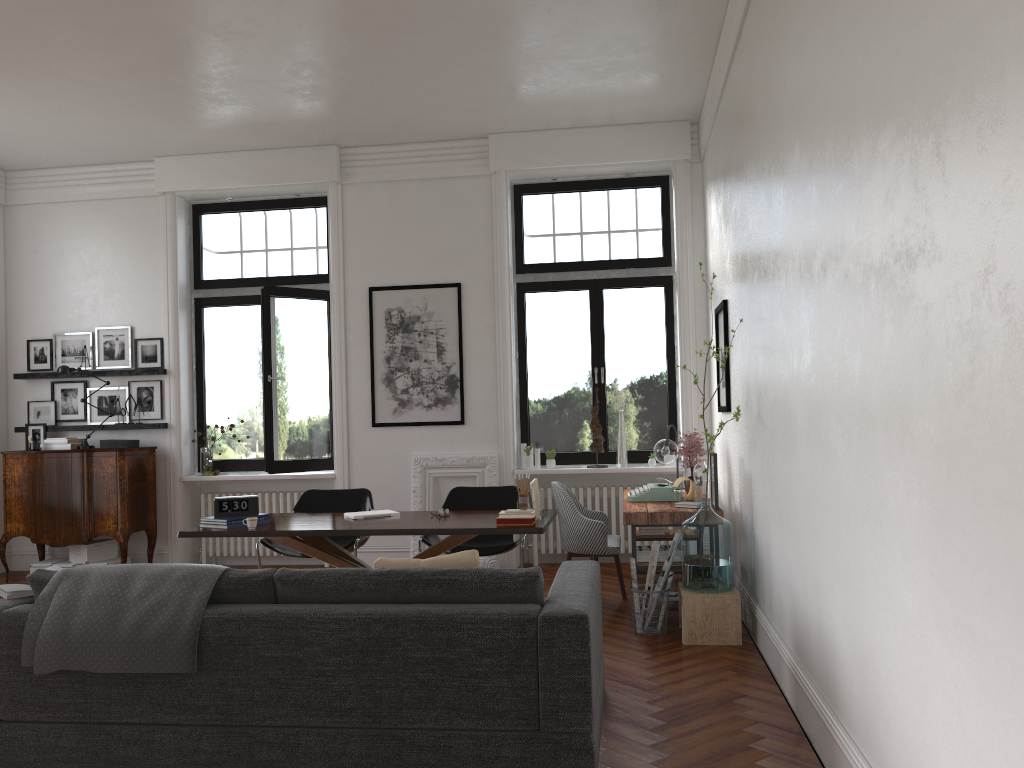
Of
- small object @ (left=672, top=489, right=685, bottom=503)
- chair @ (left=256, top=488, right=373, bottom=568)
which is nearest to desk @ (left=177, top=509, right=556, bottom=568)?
chair @ (left=256, top=488, right=373, bottom=568)

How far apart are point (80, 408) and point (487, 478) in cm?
412

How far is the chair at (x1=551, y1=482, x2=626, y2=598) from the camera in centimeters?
634cm

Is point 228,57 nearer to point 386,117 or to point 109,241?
point 386,117

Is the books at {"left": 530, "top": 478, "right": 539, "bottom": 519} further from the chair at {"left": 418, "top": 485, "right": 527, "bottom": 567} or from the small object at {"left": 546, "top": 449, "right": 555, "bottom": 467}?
the small object at {"left": 546, "top": 449, "right": 555, "bottom": 467}

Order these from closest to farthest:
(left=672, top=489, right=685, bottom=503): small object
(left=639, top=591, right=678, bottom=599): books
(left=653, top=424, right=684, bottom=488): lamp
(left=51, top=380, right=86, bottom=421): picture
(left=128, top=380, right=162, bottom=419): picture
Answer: (left=639, top=591, right=678, bottom=599): books < (left=672, top=489, right=685, bottom=503): small object < (left=653, top=424, right=684, bottom=488): lamp < (left=128, top=380, right=162, bottom=419): picture < (left=51, top=380, right=86, bottom=421): picture

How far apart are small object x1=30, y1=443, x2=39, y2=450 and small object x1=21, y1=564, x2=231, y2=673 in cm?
504

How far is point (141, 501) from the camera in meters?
8.3 m

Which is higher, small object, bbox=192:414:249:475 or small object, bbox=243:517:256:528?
small object, bbox=192:414:249:475

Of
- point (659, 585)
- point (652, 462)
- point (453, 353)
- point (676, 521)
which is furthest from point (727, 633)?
point (453, 353)
